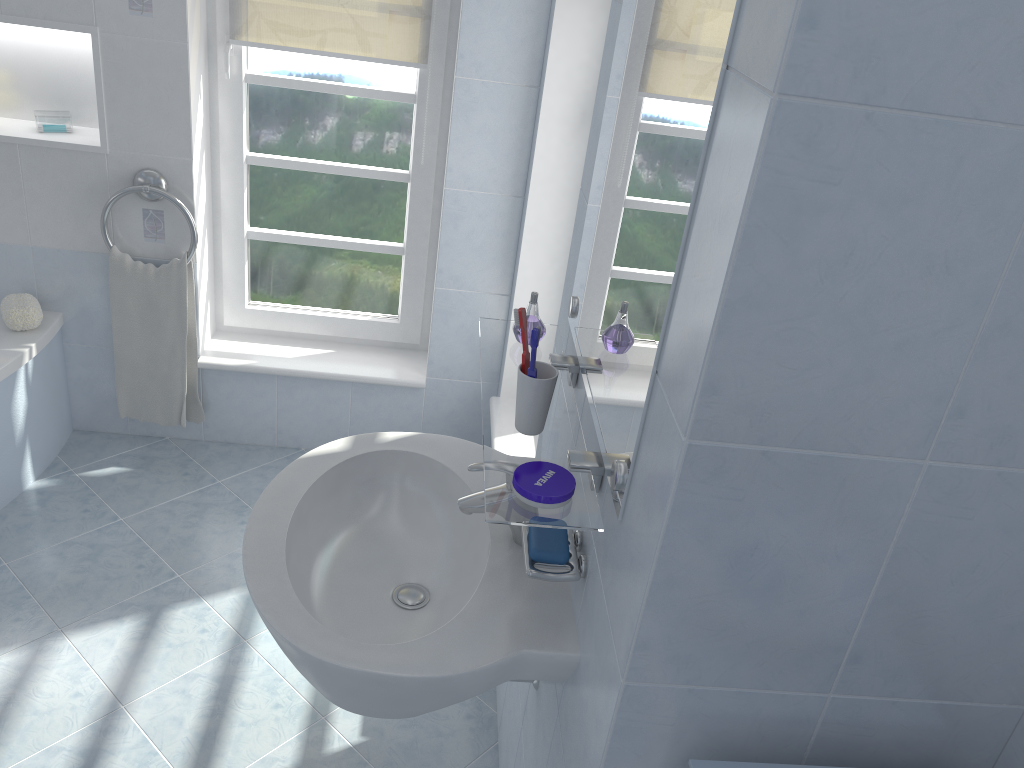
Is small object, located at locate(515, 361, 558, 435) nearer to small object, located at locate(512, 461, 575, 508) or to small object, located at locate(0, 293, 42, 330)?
small object, located at locate(512, 461, 575, 508)

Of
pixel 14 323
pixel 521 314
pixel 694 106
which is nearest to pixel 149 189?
pixel 14 323

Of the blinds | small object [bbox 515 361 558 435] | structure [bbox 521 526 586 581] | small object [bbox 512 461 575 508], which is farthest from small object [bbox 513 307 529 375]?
the blinds

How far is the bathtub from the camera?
2.6m

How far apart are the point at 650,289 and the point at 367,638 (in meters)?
0.76

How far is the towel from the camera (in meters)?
2.77

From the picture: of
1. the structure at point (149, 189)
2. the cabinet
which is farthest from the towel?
the cabinet

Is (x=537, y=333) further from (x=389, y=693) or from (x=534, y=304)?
(x=389, y=693)

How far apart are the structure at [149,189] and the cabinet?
2.3 meters

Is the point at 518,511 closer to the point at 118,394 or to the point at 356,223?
the point at 356,223
